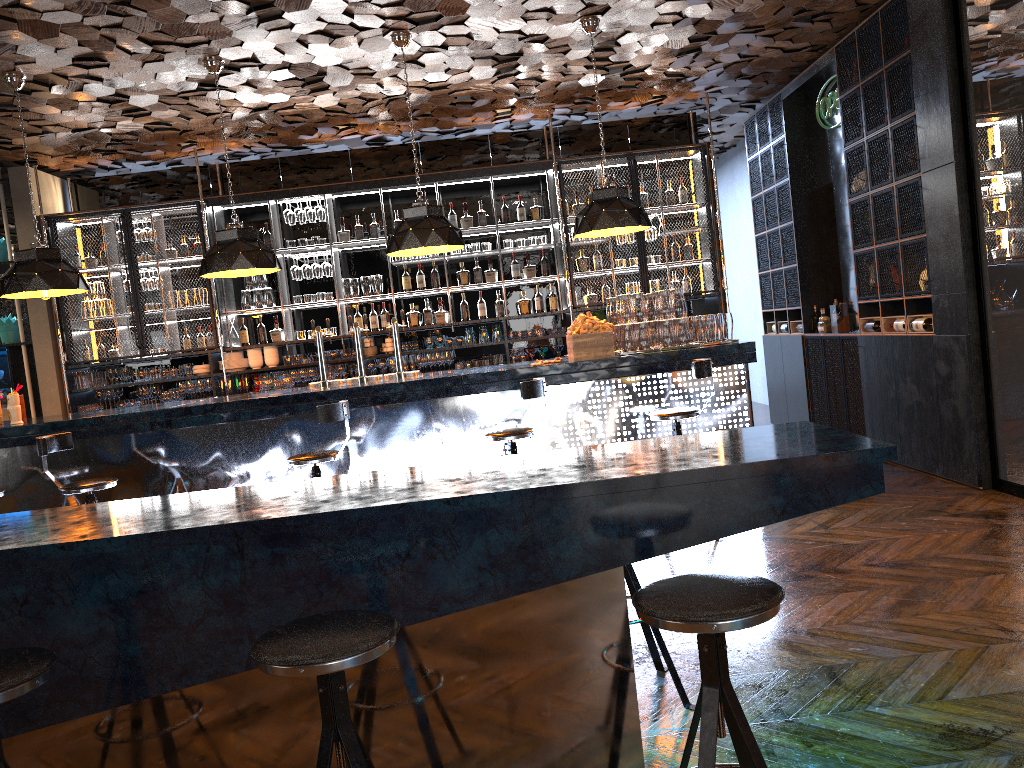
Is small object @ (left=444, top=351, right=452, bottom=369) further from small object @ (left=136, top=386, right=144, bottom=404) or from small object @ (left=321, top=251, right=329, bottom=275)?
small object @ (left=136, top=386, right=144, bottom=404)

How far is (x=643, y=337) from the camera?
6.17m

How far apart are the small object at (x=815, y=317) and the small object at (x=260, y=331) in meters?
5.6 m

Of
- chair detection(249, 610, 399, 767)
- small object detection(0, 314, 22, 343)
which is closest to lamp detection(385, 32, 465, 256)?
chair detection(249, 610, 399, 767)

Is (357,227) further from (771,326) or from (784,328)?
(771,326)

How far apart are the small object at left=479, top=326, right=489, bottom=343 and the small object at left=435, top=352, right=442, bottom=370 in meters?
0.5

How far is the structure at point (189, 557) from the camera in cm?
232

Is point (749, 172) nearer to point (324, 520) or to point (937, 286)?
point (937, 286)

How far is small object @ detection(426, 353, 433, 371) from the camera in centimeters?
900cm

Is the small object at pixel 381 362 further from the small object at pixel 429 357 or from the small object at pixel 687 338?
the small object at pixel 687 338
